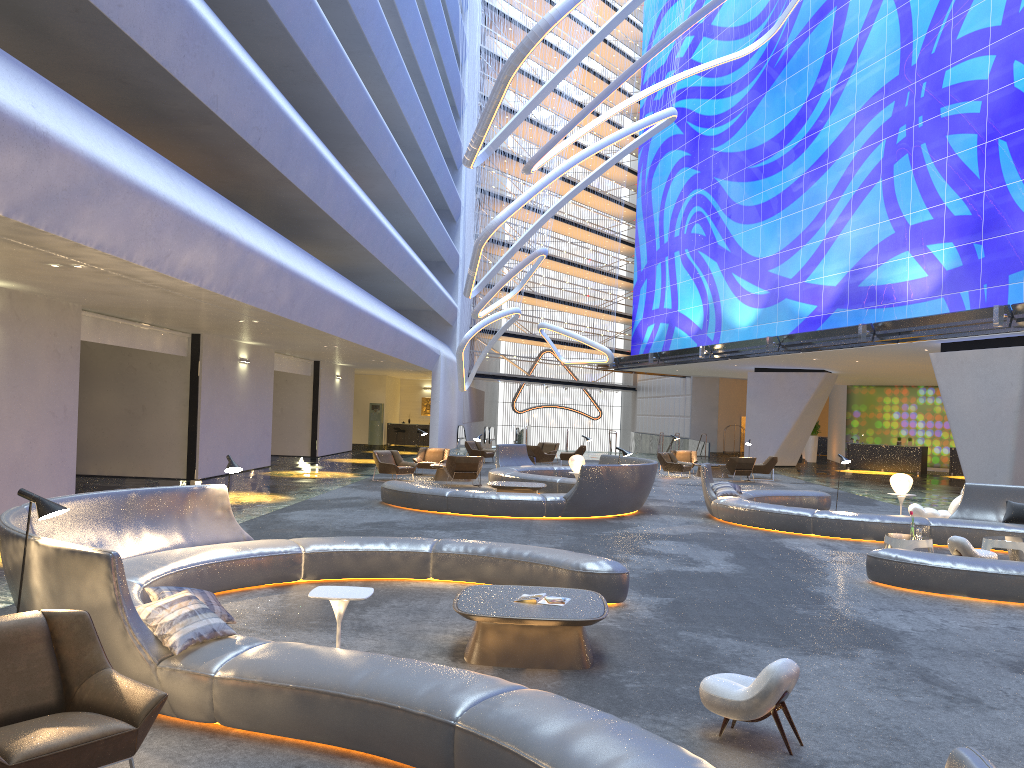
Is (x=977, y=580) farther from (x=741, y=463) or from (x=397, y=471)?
(x=741, y=463)

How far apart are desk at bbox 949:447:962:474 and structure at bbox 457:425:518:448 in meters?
20.6 m

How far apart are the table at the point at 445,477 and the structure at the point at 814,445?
24.7 meters

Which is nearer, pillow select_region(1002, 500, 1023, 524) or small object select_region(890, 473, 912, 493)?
pillow select_region(1002, 500, 1023, 524)

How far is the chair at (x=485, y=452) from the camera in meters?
31.2 m

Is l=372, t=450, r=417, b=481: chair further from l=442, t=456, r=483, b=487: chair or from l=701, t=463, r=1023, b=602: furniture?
l=701, t=463, r=1023, b=602: furniture

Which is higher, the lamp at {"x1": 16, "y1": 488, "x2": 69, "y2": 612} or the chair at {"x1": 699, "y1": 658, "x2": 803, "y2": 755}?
the lamp at {"x1": 16, "y1": 488, "x2": 69, "y2": 612}

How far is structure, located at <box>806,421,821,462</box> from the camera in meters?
41.9

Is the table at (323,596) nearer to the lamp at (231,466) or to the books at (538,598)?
the books at (538,598)

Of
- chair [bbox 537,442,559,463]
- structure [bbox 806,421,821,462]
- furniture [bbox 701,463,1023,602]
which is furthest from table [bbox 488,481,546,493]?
structure [bbox 806,421,821,462]
